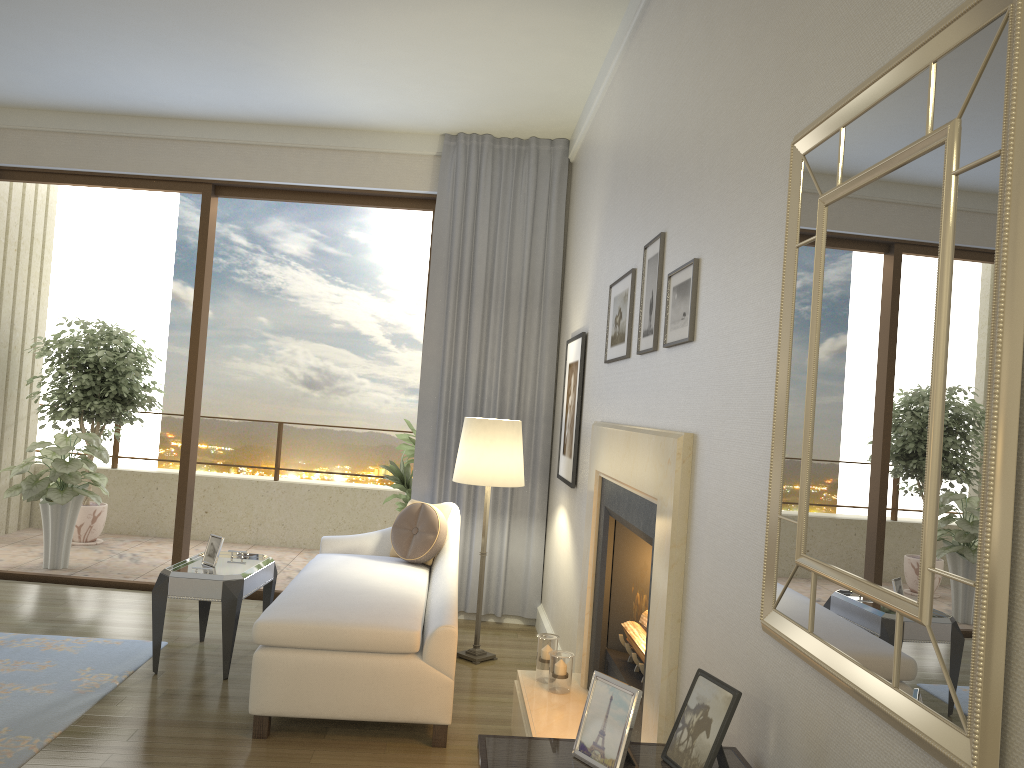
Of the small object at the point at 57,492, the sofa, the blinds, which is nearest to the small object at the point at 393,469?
the blinds

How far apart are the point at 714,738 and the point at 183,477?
5.0m

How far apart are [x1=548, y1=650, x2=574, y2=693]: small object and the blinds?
2.0m

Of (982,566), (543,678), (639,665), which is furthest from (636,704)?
(543,678)

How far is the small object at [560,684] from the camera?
3.5 meters

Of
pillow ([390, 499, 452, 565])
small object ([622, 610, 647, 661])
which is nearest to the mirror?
small object ([622, 610, 647, 661])

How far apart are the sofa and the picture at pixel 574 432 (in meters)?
0.64

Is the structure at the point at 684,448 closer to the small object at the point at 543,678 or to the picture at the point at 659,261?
the small object at the point at 543,678

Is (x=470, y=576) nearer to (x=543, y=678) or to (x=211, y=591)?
(x=211, y=591)

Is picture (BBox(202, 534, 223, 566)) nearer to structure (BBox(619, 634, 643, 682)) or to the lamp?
the lamp
